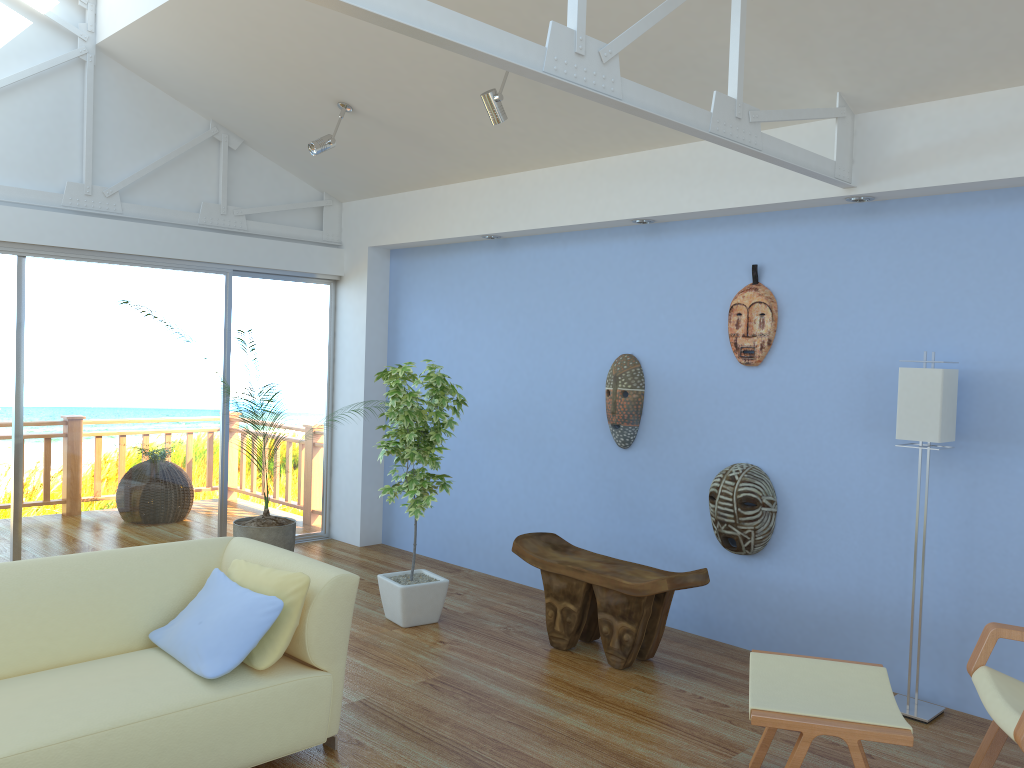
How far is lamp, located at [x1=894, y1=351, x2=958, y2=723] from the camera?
3.6 meters

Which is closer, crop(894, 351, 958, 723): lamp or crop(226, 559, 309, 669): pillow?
crop(226, 559, 309, 669): pillow

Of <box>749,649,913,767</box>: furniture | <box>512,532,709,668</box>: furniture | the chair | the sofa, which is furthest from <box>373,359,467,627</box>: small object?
the chair

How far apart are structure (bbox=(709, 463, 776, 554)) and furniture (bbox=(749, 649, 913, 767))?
1.3 meters

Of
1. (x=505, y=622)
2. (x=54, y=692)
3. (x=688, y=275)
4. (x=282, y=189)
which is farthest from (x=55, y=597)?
(x=282, y=189)

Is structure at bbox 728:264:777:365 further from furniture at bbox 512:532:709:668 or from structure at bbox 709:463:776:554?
furniture at bbox 512:532:709:668

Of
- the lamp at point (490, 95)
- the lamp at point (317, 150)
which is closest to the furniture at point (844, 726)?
the lamp at point (490, 95)

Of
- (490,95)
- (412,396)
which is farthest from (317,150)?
(412,396)

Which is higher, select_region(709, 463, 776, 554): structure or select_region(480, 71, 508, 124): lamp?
select_region(480, 71, 508, 124): lamp

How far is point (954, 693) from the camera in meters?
3.8 m
